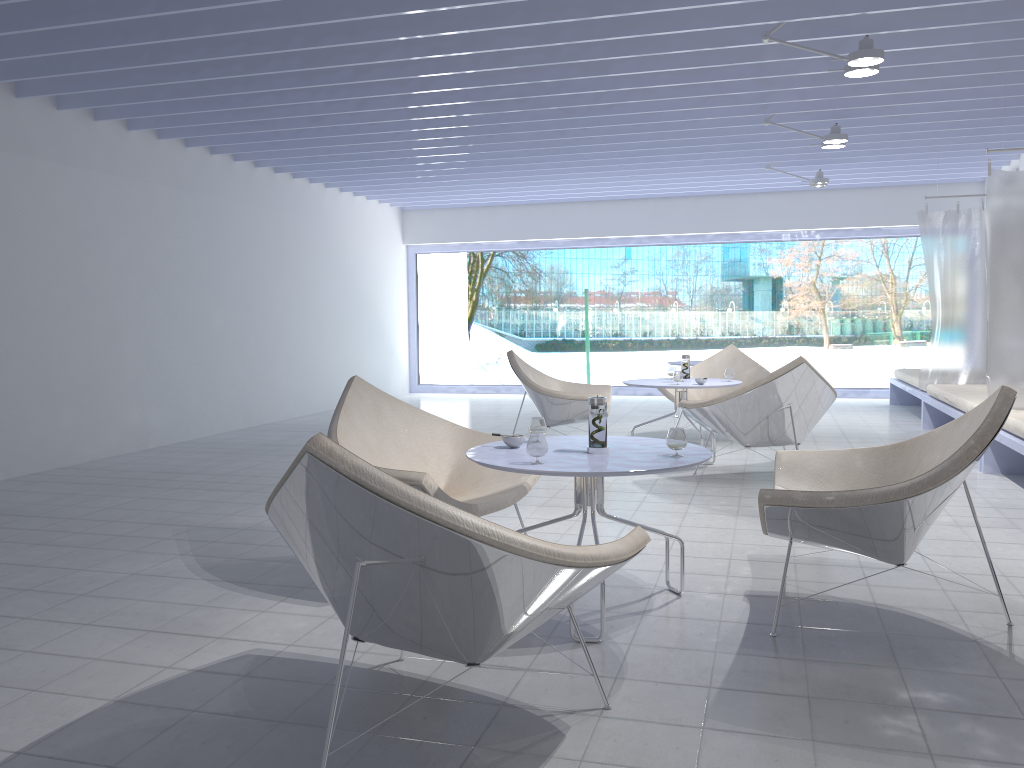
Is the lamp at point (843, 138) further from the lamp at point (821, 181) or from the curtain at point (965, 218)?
the lamp at point (821, 181)

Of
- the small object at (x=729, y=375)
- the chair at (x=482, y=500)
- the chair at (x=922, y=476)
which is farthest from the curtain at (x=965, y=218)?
the chair at (x=482, y=500)

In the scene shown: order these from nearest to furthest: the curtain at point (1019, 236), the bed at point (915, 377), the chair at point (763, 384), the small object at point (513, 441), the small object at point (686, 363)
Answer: the small object at point (513, 441)
the chair at point (763, 384)
the curtain at point (1019, 236)
the small object at point (686, 363)
the bed at point (915, 377)

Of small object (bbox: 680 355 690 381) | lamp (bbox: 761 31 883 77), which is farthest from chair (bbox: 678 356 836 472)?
lamp (bbox: 761 31 883 77)

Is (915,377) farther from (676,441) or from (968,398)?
(676,441)

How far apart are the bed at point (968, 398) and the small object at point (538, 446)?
4.2 meters

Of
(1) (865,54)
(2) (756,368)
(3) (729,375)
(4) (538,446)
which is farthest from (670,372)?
(4) (538,446)

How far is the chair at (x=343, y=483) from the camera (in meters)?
1.76

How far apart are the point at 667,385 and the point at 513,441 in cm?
300

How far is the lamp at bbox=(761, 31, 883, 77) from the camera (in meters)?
4.33
